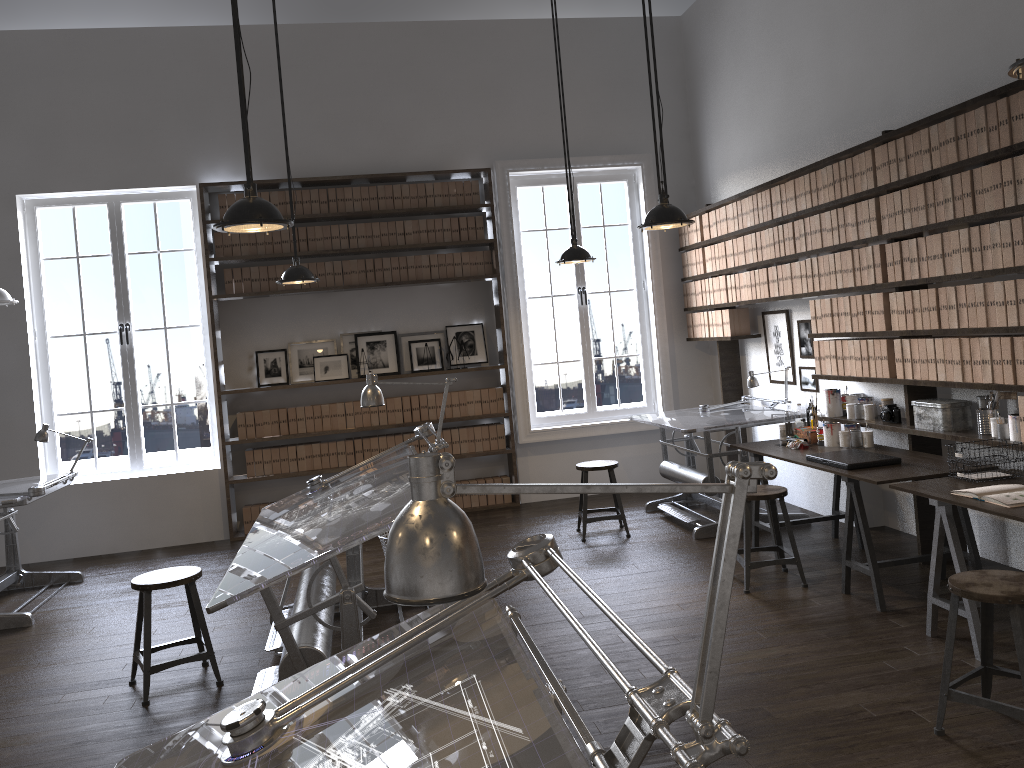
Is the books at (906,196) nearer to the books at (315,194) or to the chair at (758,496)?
the chair at (758,496)

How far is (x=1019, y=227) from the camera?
3.98m

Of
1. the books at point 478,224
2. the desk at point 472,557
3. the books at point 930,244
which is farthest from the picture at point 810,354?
the desk at point 472,557

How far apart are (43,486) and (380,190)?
3.6m

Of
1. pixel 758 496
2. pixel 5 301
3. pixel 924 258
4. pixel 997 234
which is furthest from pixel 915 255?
pixel 5 301

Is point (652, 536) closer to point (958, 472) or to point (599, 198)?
point (958, 472)

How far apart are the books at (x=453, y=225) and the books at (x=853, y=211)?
3.6m

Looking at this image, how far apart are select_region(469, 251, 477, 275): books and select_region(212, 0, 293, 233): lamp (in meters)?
4.27

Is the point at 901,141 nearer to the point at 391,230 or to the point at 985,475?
the point at 985,475

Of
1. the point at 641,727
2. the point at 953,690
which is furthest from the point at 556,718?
the point at 953,690
